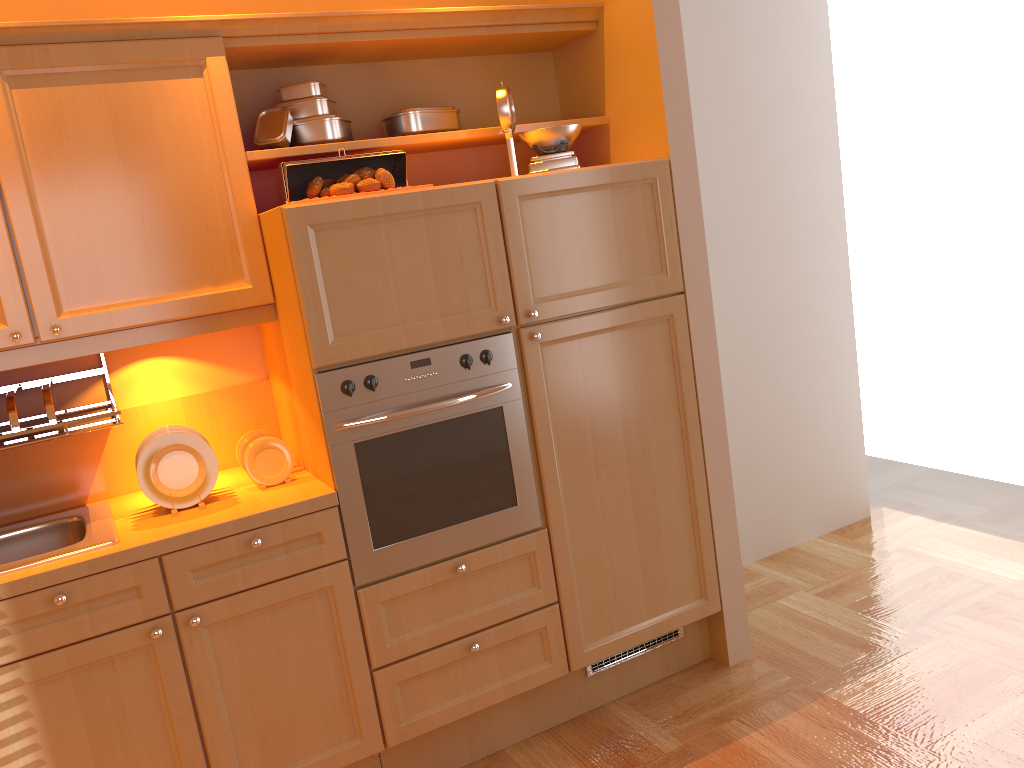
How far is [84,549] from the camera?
2.12m

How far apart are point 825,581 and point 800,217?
1.51m

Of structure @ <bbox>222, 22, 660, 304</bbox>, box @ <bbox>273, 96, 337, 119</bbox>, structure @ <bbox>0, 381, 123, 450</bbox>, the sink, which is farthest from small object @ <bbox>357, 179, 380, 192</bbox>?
the sink

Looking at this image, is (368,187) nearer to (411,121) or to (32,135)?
(411,121)

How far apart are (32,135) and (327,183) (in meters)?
0.73

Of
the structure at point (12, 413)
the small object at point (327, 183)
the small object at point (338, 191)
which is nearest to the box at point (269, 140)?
the small object at point (327, 183)

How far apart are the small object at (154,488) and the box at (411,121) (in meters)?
1.10

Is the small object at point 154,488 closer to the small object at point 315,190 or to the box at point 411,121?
the small object at point 315,190

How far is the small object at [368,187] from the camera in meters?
2.4

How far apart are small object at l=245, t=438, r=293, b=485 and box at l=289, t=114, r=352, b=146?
0.87m
